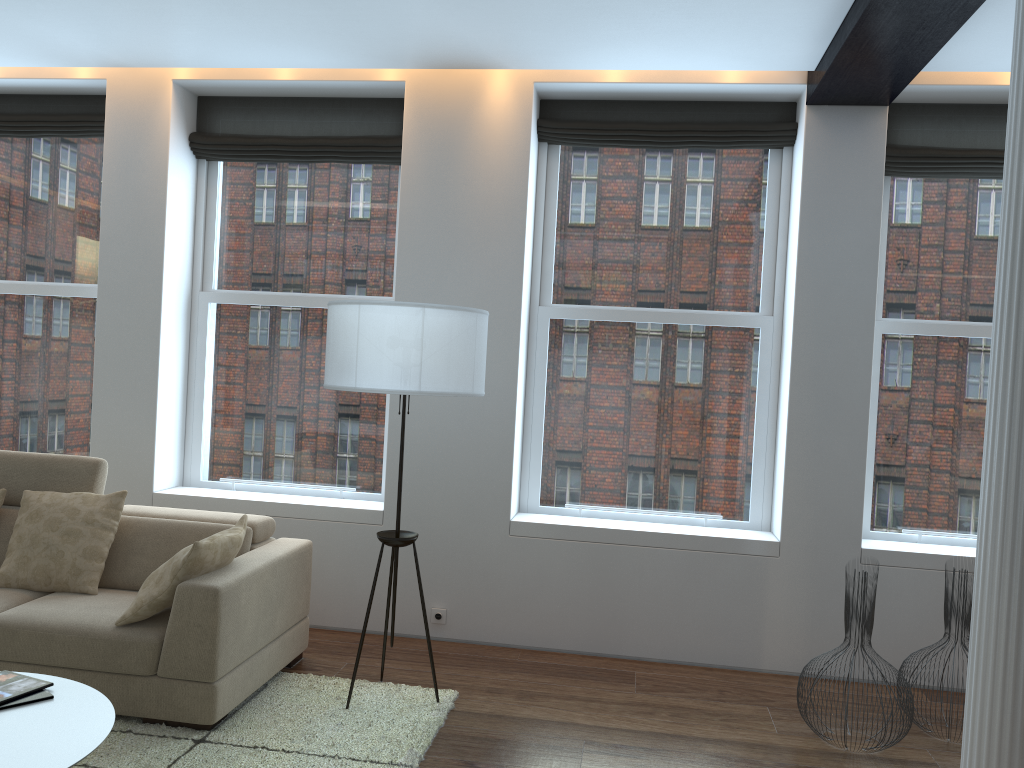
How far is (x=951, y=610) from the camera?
3.83m

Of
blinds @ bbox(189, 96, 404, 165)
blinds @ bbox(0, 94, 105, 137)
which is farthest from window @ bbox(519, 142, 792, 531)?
blinds @ bbox(0, 94, 105, 137)

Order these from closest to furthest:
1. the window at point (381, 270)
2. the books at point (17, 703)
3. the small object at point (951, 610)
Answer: the books at point (17, 703)
the small object at point (951, 610)
the window at point (381, 270)

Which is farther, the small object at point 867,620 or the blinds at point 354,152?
the blinds at point 354,152

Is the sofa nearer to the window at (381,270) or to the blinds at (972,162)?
the window at (381,270)

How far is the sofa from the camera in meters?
3.4

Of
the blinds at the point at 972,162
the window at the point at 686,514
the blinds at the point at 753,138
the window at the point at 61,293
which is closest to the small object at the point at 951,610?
the window at the point at 686,514

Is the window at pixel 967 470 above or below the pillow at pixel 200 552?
above

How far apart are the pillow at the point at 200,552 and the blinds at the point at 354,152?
2.2 meters

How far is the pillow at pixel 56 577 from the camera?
3.91m
